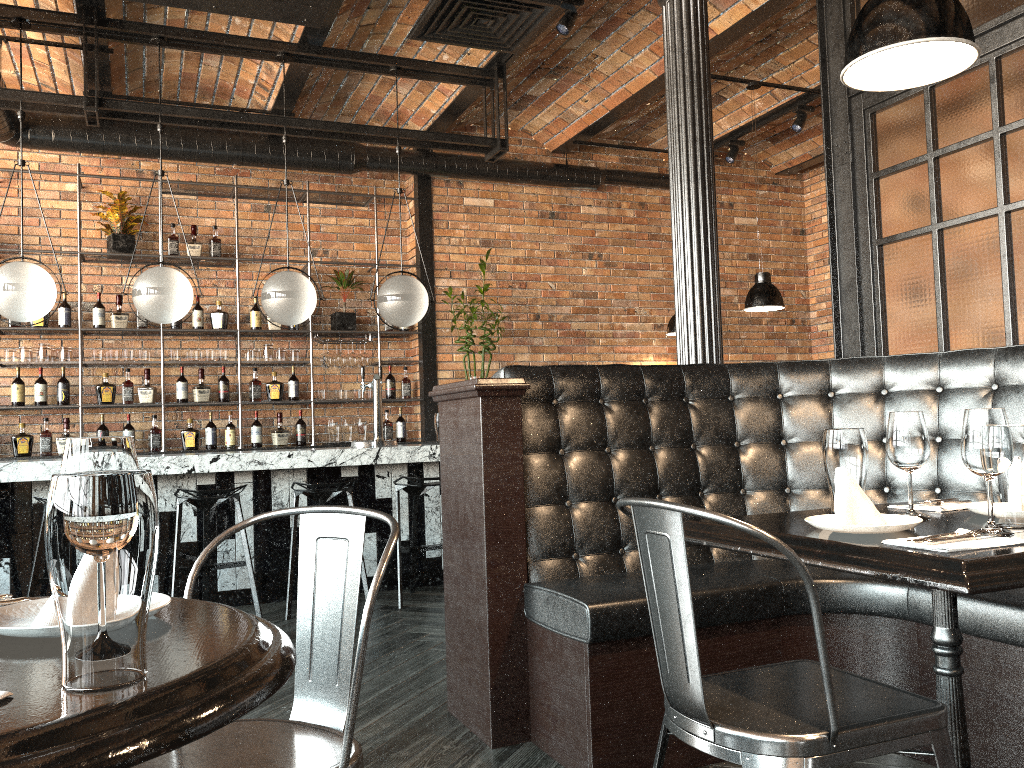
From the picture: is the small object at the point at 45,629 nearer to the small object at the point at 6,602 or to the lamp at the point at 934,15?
the small object at the point at 6,602

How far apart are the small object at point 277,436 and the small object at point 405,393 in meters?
1.0 m

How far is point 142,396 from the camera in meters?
6.8

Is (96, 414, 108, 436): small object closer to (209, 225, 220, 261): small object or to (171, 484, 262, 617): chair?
(209, 225, 220, 261): small object

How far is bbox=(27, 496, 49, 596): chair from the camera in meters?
4.4

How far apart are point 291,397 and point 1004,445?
6.20m

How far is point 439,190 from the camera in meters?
7.7 m

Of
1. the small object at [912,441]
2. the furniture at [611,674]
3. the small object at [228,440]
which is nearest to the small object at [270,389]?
the small object at [228,440]

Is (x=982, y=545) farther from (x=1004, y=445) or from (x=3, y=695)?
(x=3, y=695)

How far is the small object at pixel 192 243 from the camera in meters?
7.0
